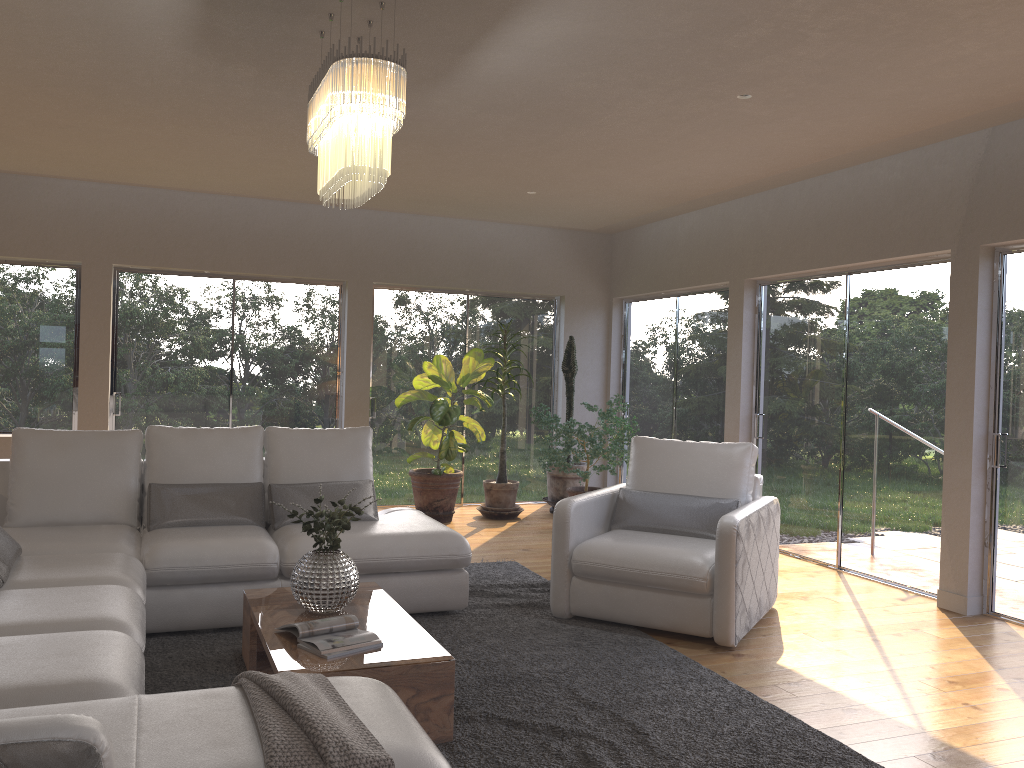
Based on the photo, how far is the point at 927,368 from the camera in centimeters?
561cm

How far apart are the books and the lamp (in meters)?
1.63

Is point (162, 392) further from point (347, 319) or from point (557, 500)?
point (557, 500)

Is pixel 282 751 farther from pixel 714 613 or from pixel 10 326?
pixel 10 326

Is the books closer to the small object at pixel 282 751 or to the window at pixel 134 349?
the small object at pixel 282 751

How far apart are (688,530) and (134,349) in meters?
5.2

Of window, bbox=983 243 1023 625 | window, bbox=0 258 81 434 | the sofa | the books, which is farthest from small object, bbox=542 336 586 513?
the books

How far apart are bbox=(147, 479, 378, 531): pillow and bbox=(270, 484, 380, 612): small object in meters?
1.1

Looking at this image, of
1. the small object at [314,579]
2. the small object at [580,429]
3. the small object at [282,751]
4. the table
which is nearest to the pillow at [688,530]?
the table

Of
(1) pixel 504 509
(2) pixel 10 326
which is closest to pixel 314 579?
(1) pixel 504 509
